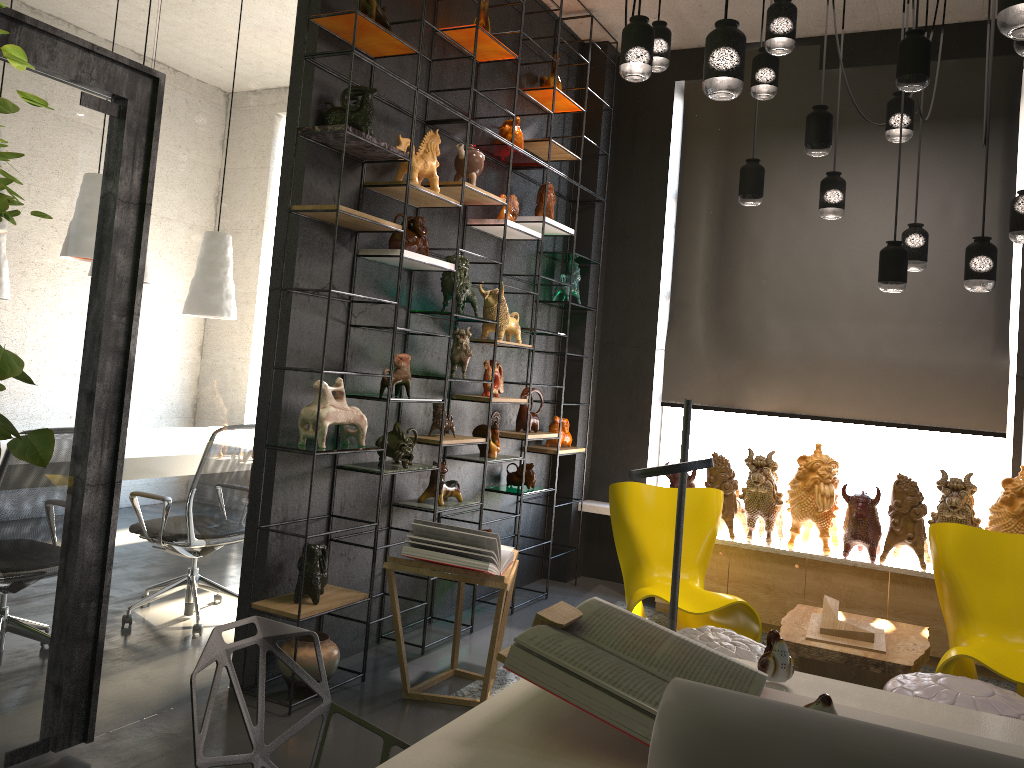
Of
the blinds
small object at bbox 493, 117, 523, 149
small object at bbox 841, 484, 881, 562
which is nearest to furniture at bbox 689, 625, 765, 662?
small object at bbox 841, 484, 881, 562

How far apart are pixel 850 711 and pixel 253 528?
2.8m

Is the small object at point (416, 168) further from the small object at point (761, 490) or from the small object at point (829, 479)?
the small object at point (829, 479)

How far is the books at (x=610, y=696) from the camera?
1.5m

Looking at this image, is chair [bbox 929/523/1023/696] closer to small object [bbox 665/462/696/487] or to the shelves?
small object [bbox 665/462/696/487]

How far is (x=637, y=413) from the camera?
6.5m

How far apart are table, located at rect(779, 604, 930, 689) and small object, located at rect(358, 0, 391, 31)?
3.4 meters

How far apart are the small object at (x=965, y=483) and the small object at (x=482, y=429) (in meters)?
2.52

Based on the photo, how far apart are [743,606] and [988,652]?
1.1m

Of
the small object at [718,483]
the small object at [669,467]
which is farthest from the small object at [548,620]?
the small object at [718,483]
